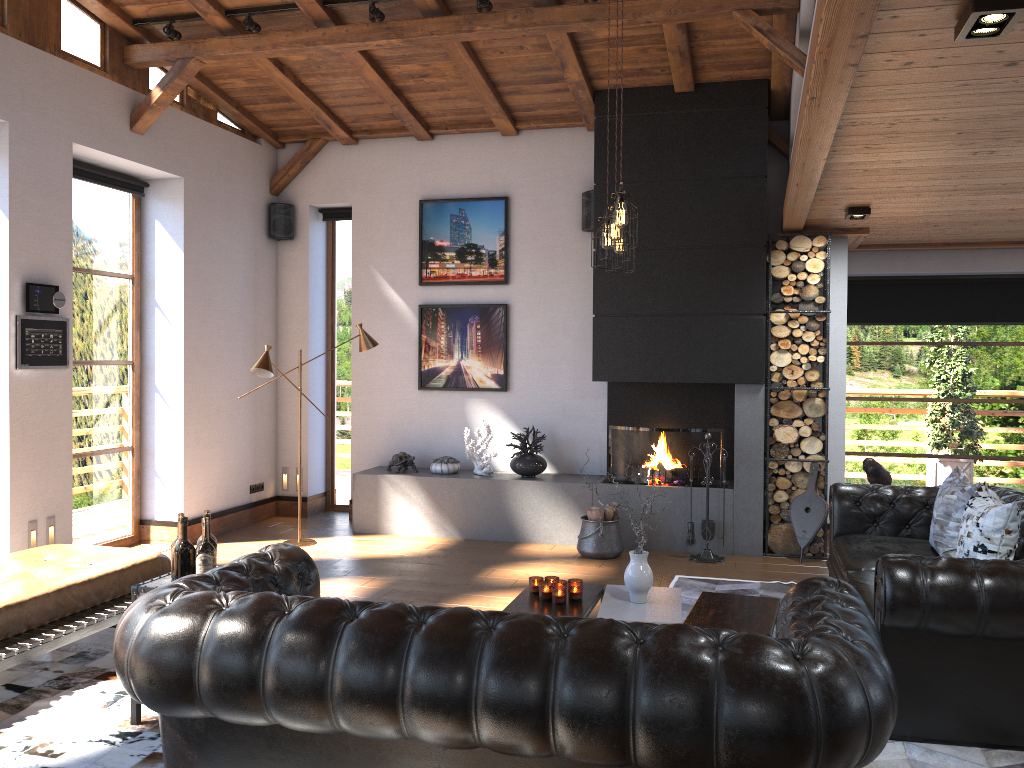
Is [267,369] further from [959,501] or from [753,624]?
[959,501]

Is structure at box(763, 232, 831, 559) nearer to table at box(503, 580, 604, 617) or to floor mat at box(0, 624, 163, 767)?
table at box(503, 580, 604, 617)

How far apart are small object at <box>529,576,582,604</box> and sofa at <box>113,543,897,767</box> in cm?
124

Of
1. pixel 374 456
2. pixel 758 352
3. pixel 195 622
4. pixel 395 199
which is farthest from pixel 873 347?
pixel 195 622

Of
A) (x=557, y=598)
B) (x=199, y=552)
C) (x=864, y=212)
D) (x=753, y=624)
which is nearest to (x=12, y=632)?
(x=199, y=552)

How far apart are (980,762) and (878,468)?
2.8m

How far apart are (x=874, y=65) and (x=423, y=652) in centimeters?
261cm

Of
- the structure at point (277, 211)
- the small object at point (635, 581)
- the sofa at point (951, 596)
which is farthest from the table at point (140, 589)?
the structure at point (277, 211)

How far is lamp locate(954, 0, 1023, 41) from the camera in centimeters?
260cm

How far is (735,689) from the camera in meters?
2.3
